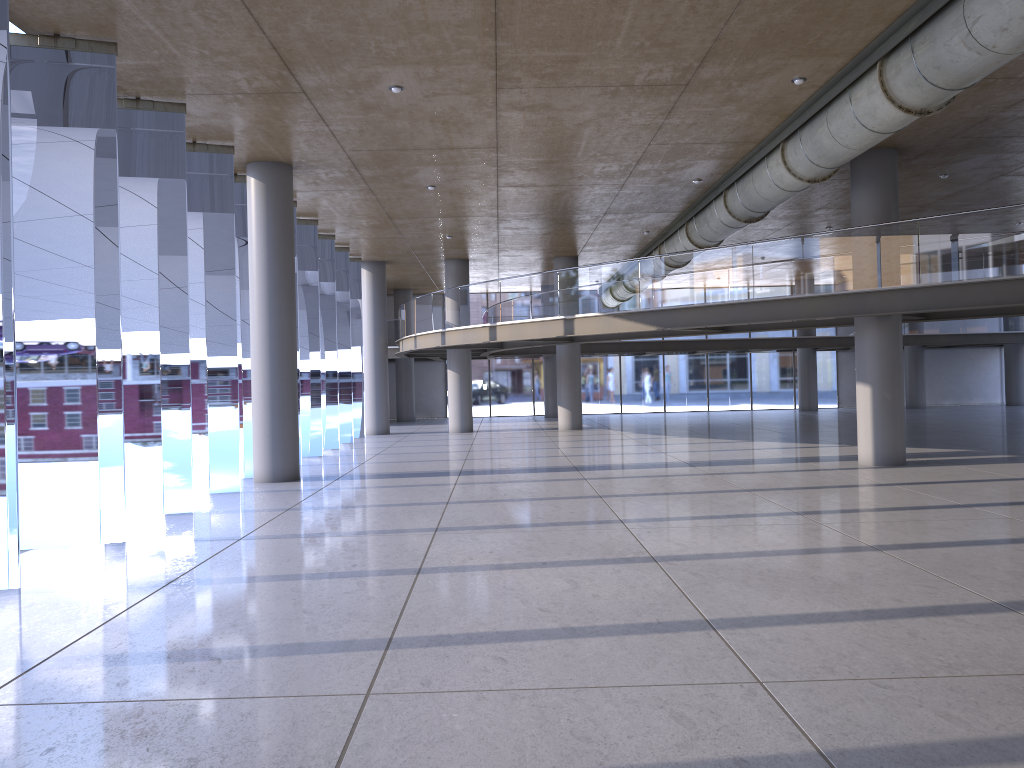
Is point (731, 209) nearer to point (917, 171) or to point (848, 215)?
point (917, 171)

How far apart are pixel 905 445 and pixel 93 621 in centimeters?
1368cm
